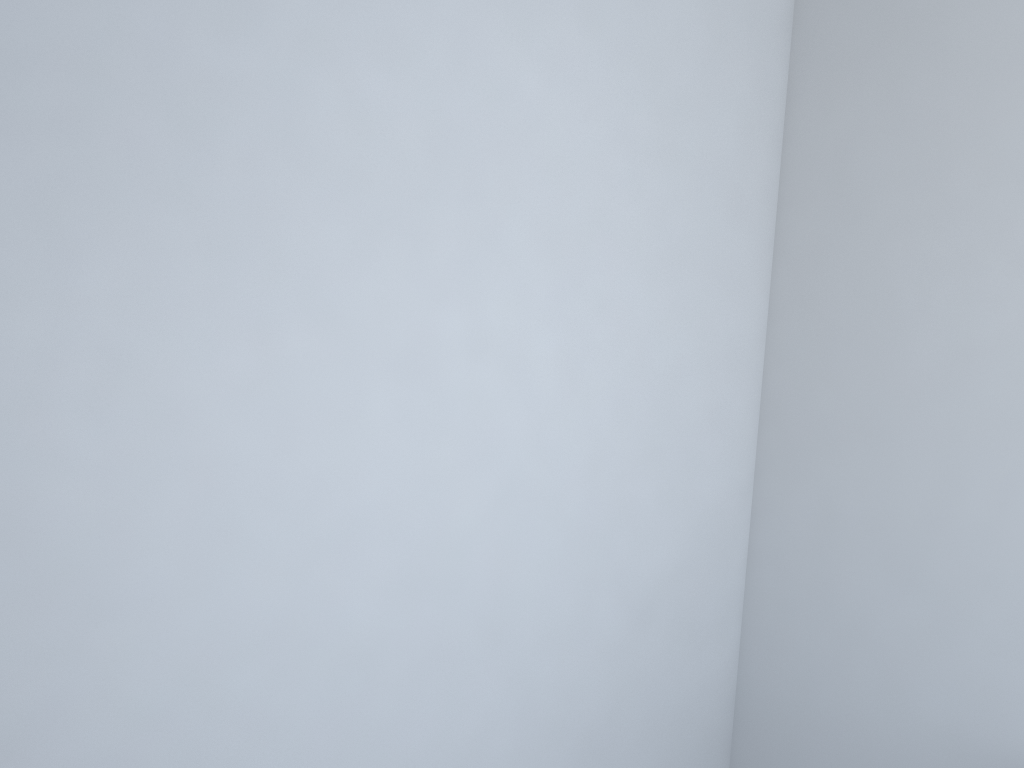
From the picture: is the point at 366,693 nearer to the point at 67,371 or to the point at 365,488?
the point at 365,488
